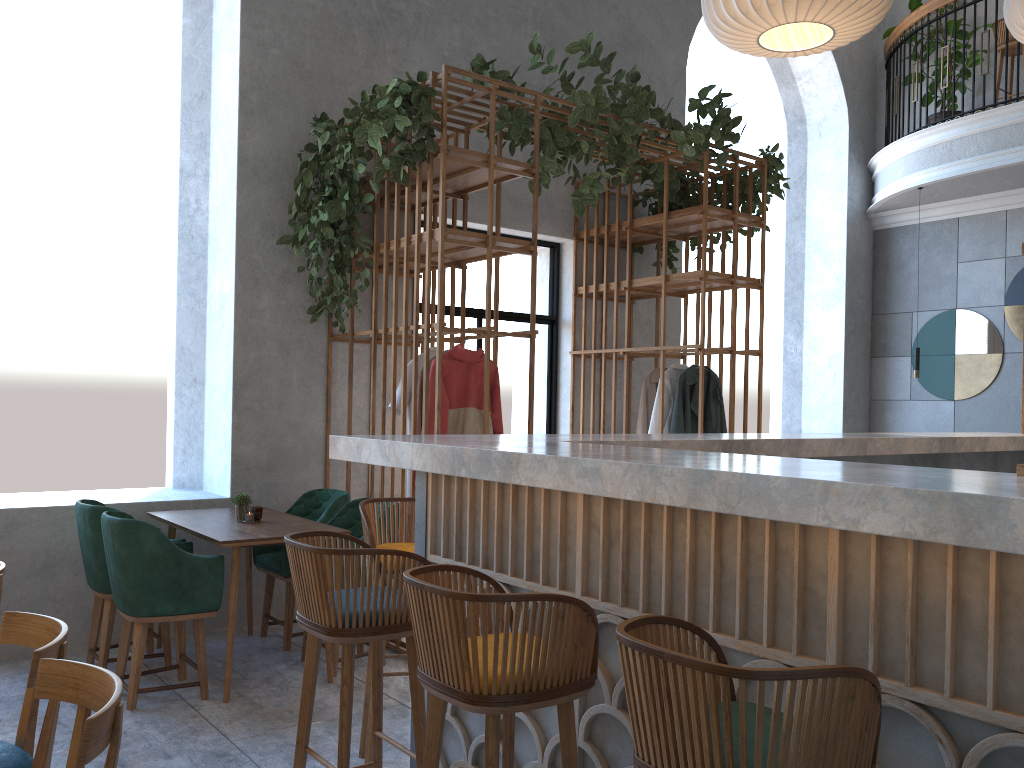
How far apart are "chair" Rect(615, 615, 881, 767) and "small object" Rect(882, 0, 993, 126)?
8.5m

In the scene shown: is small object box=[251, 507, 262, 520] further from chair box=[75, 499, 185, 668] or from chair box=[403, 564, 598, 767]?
chair box=[403, 564, 598, 767]

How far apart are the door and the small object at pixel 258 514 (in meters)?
2.53

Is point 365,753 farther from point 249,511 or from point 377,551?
point 249,511

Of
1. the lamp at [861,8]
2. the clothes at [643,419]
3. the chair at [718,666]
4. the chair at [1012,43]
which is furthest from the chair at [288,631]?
the chair at [1012,43]

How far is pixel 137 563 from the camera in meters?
3.9 m

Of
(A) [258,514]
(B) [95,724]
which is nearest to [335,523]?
(A) [258,514]

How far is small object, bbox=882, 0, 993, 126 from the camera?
8.5m

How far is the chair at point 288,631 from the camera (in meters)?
4.90

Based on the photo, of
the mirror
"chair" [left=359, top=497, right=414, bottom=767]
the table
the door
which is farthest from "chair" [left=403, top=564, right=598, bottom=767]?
the mirror
